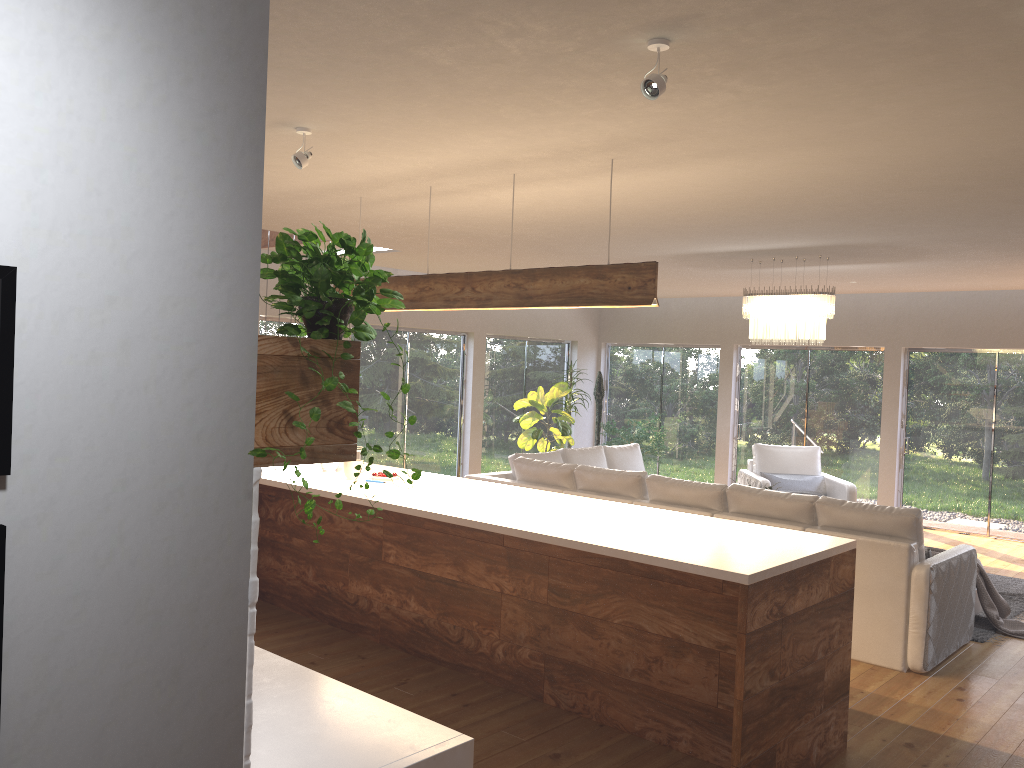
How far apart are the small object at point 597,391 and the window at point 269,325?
4.8 meters

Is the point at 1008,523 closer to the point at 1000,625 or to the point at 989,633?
the point at 1000,625

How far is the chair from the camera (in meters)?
9.28

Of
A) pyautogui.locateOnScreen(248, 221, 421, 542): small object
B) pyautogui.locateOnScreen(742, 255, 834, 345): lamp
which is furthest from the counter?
pyautogui.locateOnScreen(742, 255, 834, 345): lamp

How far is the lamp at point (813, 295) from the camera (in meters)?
7.34

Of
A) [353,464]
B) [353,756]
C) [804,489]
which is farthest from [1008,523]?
[353,756]

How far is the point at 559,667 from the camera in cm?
446

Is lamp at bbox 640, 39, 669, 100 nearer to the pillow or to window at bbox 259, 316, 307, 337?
window at bbox 259, 316, 307, 337

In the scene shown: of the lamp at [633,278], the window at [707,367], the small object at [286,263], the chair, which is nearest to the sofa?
the chair

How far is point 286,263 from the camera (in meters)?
1.76
